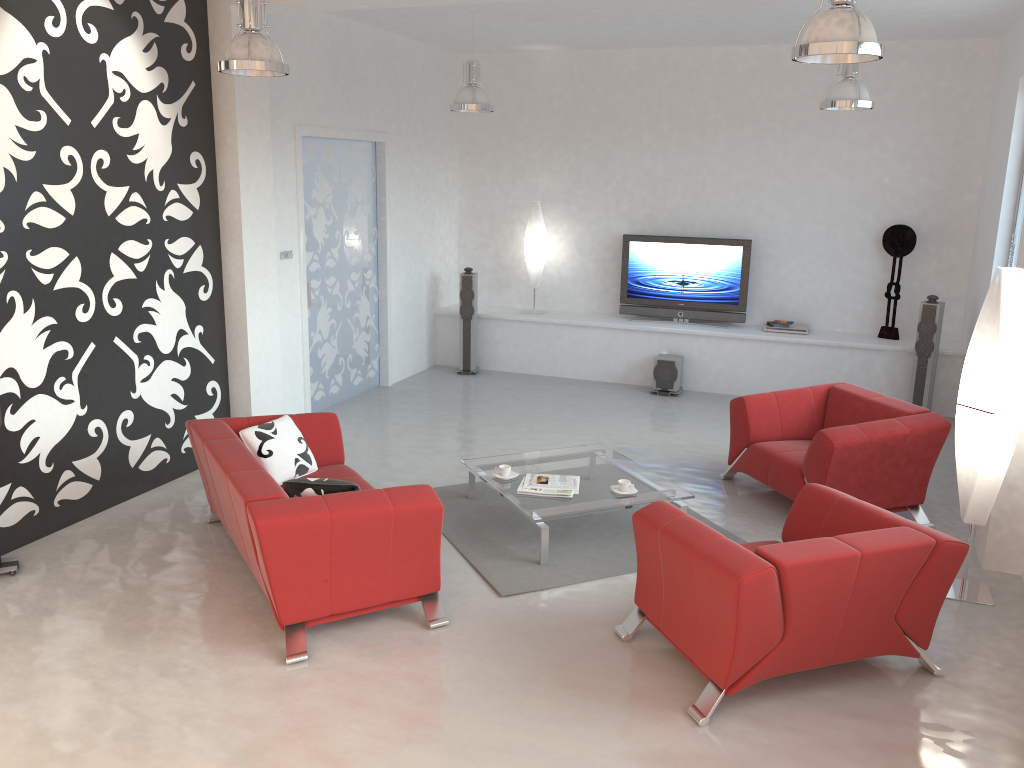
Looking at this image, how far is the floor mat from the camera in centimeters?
498cm

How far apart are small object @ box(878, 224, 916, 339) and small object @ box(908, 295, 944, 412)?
0.7 meters

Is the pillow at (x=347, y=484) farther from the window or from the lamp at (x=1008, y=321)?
the window

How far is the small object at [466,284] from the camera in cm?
964

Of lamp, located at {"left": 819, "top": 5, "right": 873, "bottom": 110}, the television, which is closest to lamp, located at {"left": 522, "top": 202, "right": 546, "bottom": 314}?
the television

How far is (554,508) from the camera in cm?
520

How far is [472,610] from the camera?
4.58m

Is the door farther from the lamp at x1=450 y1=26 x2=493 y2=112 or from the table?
the table

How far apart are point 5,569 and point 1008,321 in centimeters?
546cm

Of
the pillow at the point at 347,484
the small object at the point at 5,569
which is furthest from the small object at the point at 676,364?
the small object at the point at 5,569
